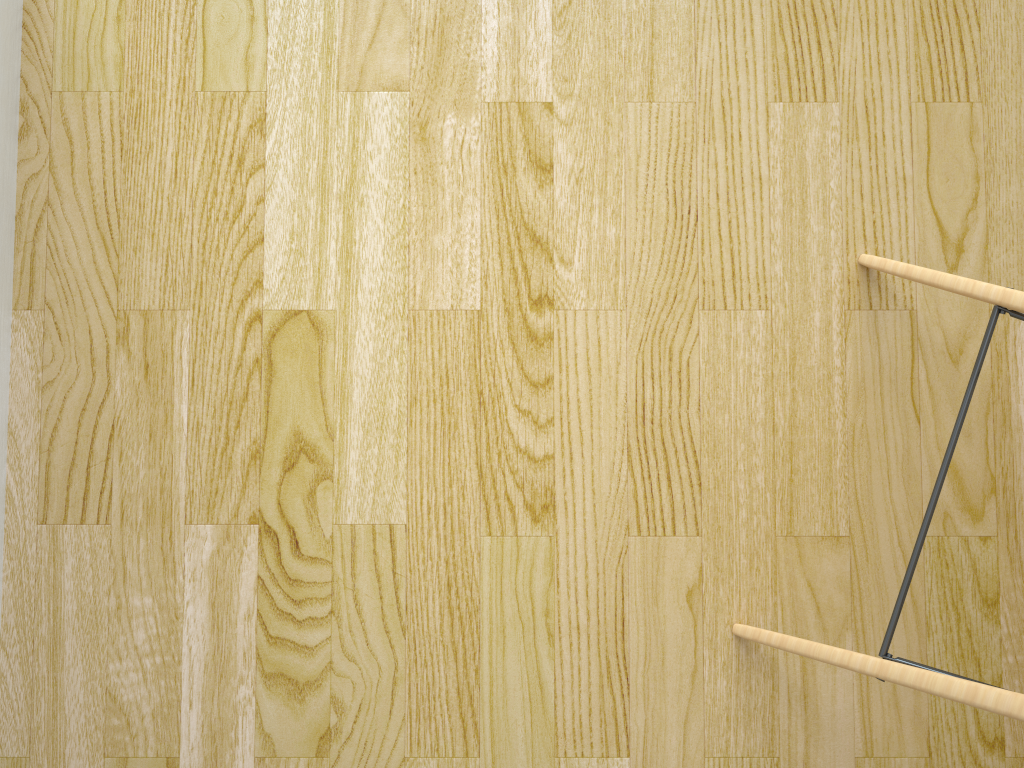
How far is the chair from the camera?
0.6m

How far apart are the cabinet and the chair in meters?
0.8

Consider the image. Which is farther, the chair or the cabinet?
the cabinet

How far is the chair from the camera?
0.61m

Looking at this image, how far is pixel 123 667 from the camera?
0.9m

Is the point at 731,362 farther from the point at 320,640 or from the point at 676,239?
the point at 320,640

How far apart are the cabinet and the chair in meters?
0.8 m

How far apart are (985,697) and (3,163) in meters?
1.0 m

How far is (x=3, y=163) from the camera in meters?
0.9 m

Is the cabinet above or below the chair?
below
